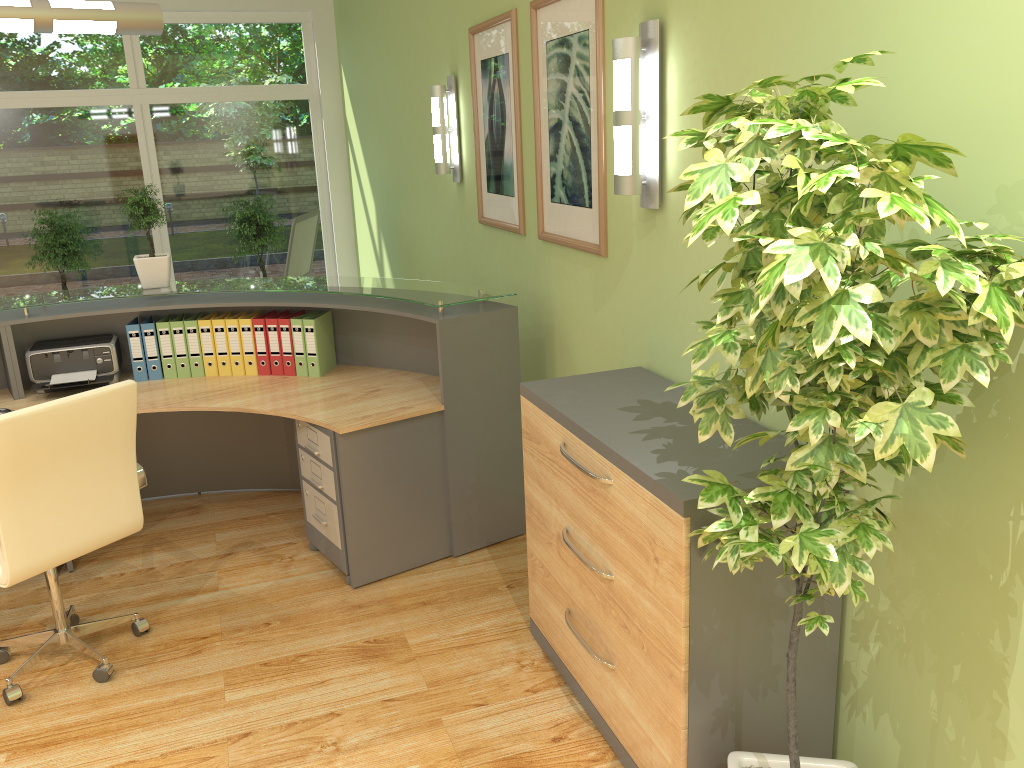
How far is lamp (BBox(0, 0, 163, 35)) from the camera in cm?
332

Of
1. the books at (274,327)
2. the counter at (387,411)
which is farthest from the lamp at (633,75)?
the books at (274,327)

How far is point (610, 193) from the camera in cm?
328

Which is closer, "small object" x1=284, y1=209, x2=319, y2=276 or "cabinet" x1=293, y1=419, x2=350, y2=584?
"cabinet" x1=293, y1=419, x2=350, y2=584

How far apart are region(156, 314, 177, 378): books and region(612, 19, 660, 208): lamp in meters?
2.5

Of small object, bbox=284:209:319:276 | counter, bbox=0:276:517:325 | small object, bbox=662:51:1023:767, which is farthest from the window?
small object, bbox=662:51:1023:767

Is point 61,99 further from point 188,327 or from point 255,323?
point 255,323

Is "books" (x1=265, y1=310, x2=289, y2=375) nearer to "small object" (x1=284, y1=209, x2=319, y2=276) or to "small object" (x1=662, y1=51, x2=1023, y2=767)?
"small object" (x1=284, y1=209, x2=319, y2=276)

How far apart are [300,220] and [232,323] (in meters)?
2.38

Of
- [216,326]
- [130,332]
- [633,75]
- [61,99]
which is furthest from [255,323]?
[61,99]
